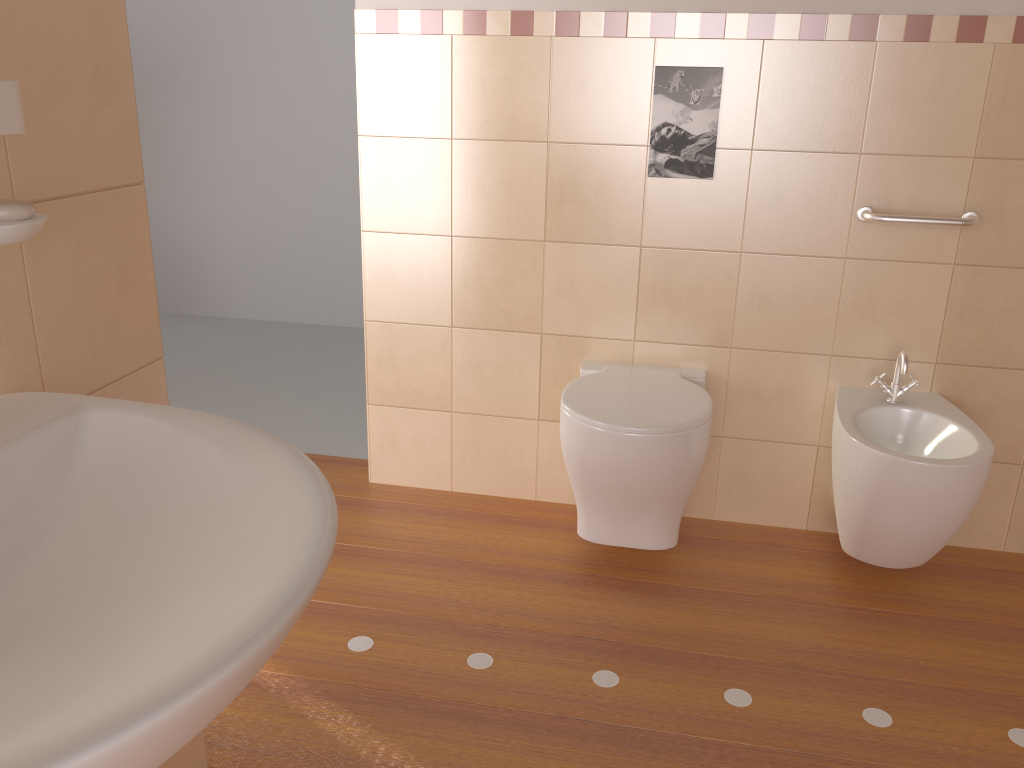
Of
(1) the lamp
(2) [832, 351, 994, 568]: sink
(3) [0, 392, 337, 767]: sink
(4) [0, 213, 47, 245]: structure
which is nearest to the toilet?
(2) [832, 351, 994, 568]: sink

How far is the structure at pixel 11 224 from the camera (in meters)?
0.94

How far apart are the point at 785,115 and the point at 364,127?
1.1 meters

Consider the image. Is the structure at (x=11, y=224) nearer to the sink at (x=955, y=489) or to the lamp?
the lamp

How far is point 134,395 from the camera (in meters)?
1.32

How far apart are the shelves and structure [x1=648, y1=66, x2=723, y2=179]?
1.7 meters

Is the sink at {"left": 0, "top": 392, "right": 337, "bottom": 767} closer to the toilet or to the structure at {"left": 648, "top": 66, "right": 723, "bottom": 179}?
the toilet

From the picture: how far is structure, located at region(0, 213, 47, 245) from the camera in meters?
0.9

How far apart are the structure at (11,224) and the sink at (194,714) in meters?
0.2

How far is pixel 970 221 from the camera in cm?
217
